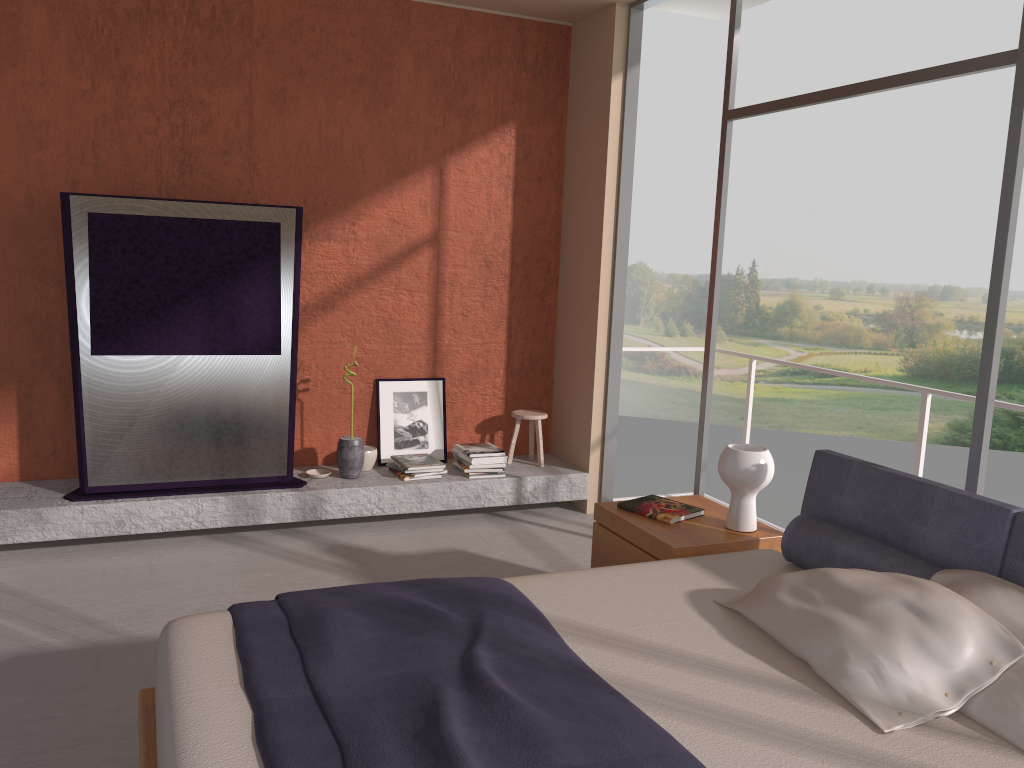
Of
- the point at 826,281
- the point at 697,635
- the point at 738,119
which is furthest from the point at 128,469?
the point at 826,281

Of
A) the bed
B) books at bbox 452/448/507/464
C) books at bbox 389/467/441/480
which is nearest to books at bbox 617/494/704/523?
the bed

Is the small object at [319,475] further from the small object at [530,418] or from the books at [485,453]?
the small object at [530,418]

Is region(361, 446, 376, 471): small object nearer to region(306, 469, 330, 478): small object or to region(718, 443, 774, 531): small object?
region(306, 469, 330, 478): small object

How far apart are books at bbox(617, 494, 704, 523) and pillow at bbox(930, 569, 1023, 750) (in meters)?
1.19

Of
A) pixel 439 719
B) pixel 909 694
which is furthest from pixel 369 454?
pixel 909 694

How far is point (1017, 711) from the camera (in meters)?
2.08

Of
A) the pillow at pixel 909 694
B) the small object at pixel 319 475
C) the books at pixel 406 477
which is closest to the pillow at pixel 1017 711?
the pillow at pixel 909 694

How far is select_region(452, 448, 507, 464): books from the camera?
5.4m

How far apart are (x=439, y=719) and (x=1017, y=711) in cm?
136
